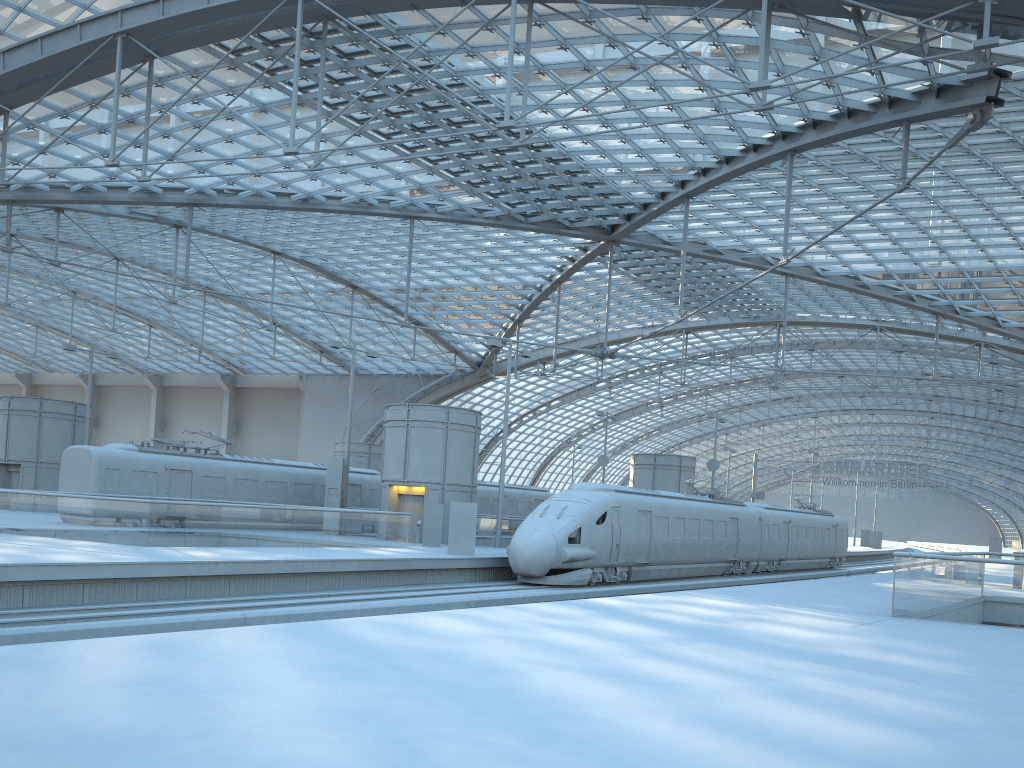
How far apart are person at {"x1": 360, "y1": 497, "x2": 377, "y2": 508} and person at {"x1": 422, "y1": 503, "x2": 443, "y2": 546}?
9.14m

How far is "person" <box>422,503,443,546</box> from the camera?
31.6 meters

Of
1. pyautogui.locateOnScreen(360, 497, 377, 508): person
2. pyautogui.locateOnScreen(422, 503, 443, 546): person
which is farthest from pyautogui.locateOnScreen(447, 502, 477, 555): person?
pyautogui.locateOnScreen(360, 497, 377, 508): person

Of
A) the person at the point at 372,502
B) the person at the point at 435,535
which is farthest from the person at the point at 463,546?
the person at the point at 372,502

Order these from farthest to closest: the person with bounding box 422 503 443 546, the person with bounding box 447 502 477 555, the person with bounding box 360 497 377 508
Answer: the person with bounding box 360 497 377 508 → the person with bounding box 422 503 443 546 → the person with bounding box 447 502 477 555

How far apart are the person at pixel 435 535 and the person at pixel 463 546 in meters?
4.3

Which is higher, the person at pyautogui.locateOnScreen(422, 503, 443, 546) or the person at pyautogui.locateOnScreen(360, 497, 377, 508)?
the person at pyautogui.locateOnScreen(360, 497, 377, 508)

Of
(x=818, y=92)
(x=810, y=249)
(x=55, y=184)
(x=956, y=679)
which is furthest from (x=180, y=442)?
(x=810, y=249)

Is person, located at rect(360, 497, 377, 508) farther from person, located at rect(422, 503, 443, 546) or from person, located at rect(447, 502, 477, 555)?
person, located at rect(447, 502, 477, 555)

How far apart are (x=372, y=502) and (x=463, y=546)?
13.9 meters
